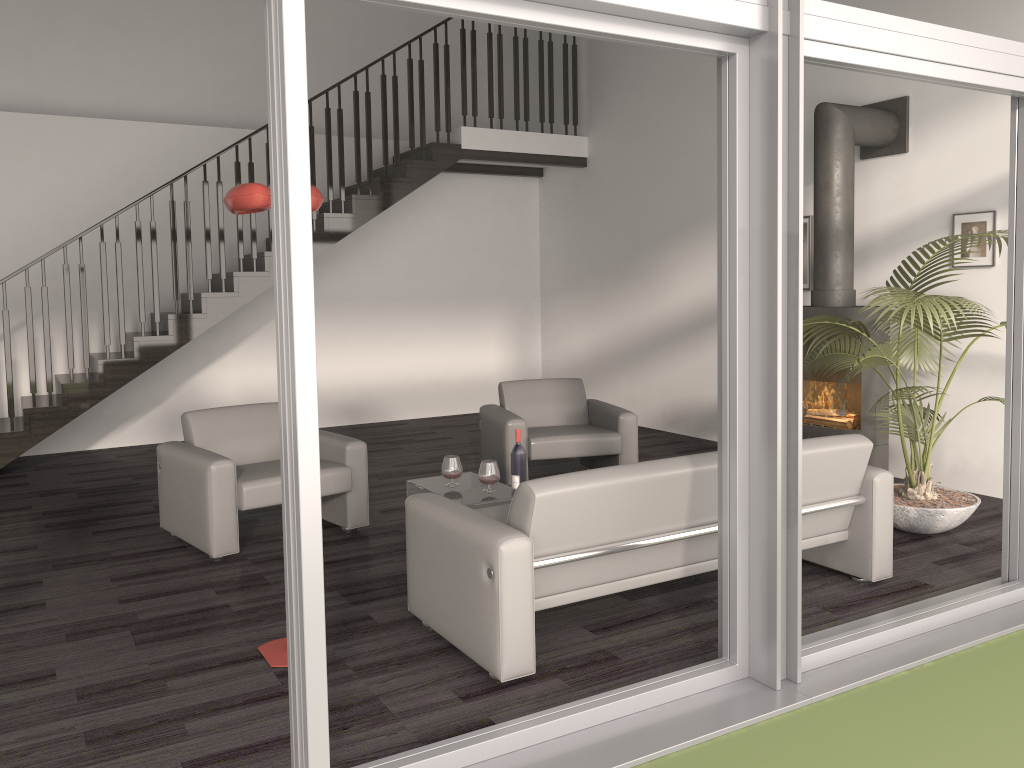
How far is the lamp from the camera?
3.1 meters

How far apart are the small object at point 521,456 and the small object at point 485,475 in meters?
0.3

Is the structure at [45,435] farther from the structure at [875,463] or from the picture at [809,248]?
the structure at [875,463]

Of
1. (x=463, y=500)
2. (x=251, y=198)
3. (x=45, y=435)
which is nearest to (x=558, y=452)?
(x=463, y=500)

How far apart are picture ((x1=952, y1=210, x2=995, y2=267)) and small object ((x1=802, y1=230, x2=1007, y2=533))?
0.4m

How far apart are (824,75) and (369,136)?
4.0 meters

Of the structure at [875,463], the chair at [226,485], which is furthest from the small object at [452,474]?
the structure at [875,463]

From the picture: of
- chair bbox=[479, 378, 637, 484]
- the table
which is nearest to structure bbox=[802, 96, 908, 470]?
chair bbox=[479, 378, 637, 484]

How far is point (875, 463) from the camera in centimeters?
582cm

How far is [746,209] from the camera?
3.0 meters
